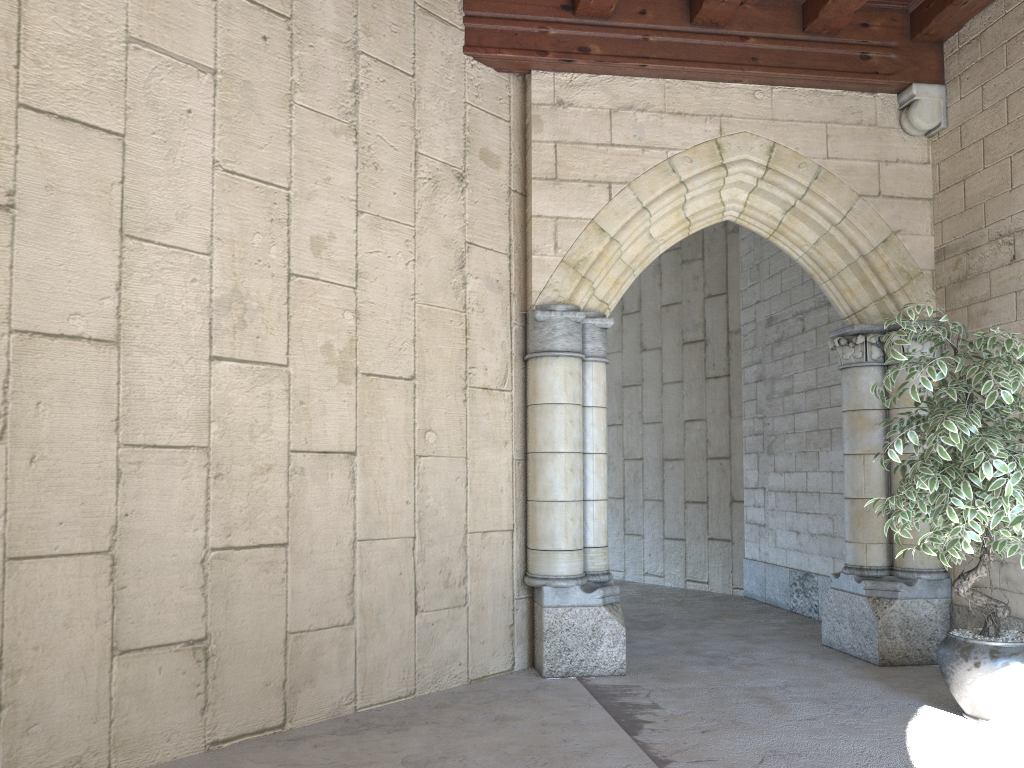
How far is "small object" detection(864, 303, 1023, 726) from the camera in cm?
312

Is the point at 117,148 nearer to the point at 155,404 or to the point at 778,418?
the point at 155,404

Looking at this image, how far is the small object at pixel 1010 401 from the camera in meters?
3.1 m

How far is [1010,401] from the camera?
3.1 meters
